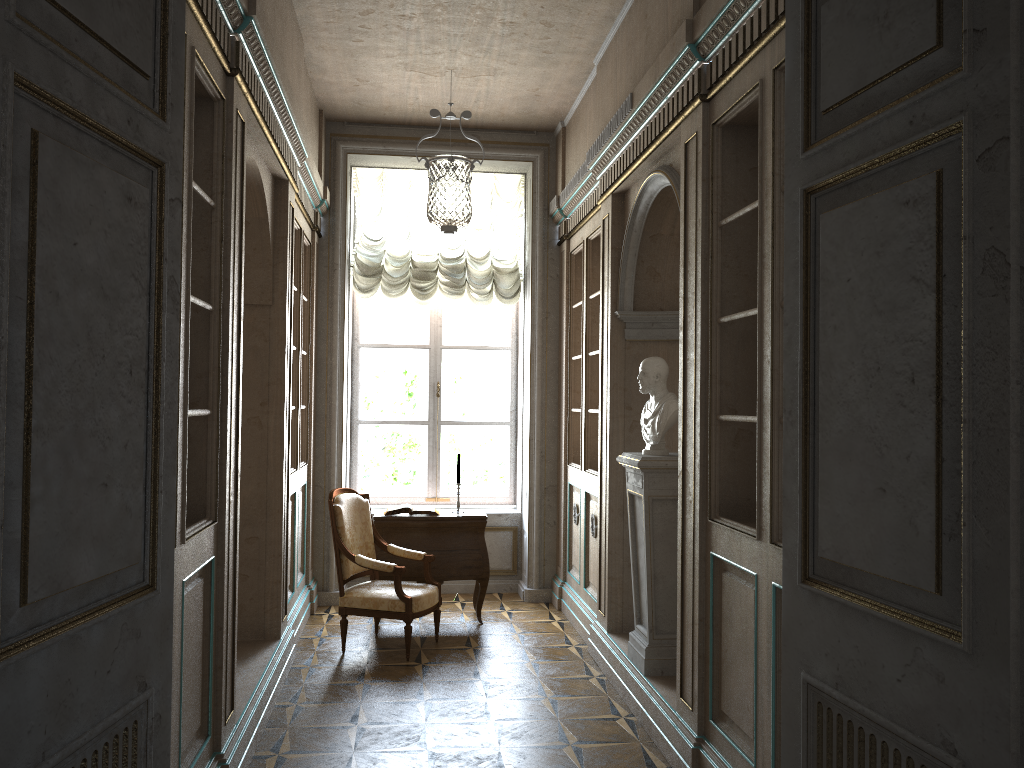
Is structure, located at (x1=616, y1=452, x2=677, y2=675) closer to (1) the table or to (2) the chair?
(2) the chair

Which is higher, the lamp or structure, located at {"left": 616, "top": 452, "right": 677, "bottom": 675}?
the lamp

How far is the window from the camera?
7.7 meters

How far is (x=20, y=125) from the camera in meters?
1.4 m

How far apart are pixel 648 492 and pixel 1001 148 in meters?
3.2

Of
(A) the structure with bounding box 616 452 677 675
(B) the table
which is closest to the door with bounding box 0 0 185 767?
(A) the structure with bounding box 616 452 677 675

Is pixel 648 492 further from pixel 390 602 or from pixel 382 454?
pixel 382 454

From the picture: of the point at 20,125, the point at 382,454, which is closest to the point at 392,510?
the point at 382,454

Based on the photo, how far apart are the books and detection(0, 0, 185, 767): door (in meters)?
4.39

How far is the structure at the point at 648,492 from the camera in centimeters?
451cm
